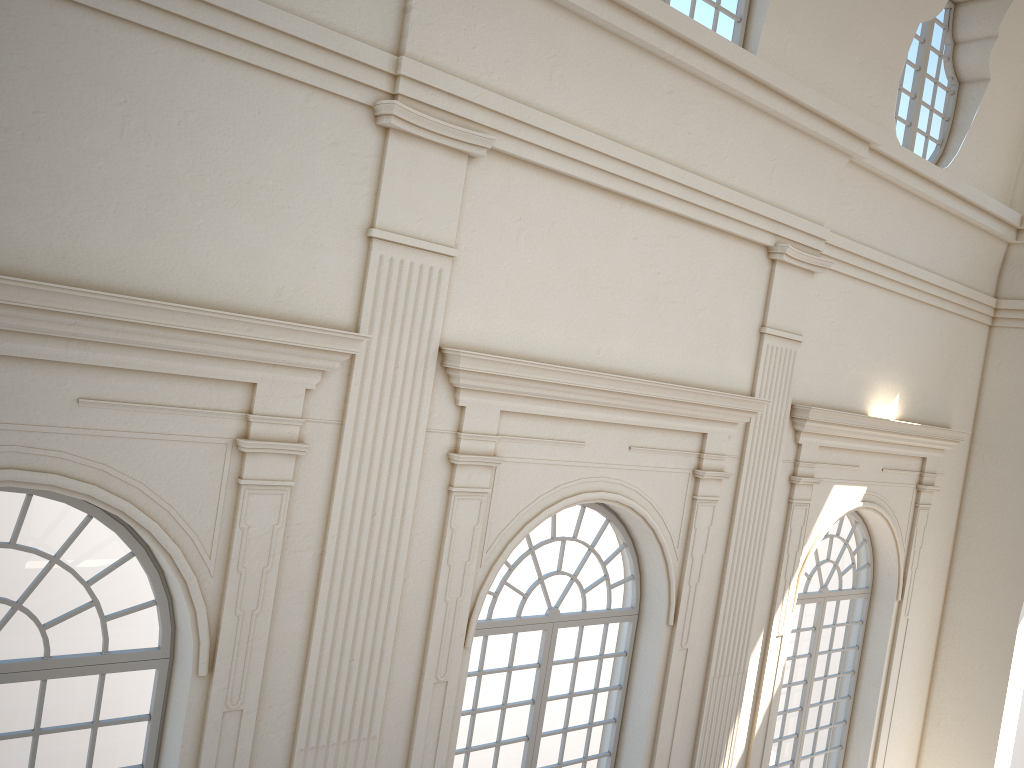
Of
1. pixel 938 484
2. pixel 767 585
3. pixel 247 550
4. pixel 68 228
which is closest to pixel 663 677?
pixel 767 585

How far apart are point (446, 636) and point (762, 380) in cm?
396
